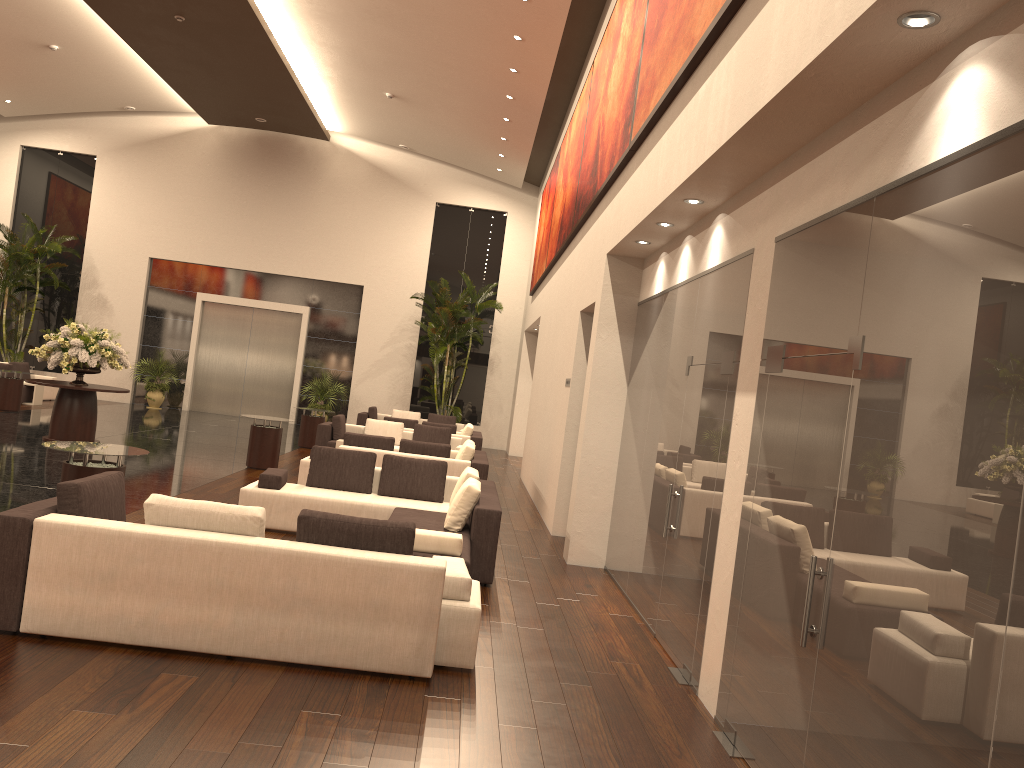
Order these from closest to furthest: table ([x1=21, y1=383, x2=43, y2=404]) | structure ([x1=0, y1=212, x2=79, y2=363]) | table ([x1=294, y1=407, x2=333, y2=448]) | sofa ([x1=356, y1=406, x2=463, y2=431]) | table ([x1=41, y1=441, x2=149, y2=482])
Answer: table ([x1=41, y1=441, x2=149, y2=482])
table ([x1=294, y1=407, x2=333, y2=448])
table ([x1=21, y1=383, x2=43, y2=404])
sofa ([x1=356, y1=406, x2=463, y2=431])
structure ([x1=0, y1=212, x2=79, y2=363])

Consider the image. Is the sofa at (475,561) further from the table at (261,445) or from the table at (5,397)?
the table at (5,397)

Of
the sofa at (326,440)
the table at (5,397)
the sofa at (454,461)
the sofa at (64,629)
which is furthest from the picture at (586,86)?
the table at (5,397)

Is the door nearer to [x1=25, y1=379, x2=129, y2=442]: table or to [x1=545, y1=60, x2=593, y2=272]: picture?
[x1=25, y1=379, x2=129, y2=442]: table

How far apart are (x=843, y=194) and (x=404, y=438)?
13.07m

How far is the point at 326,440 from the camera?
15.78m

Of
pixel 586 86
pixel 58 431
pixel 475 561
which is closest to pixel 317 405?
pixel 58 431

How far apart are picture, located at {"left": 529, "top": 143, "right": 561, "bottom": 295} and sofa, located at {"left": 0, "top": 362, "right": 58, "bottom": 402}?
11.64m

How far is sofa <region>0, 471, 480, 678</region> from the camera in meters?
5.0 m

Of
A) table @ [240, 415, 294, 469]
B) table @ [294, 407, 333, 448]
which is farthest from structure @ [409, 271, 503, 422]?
table @ [240, 415, 294, 469]
